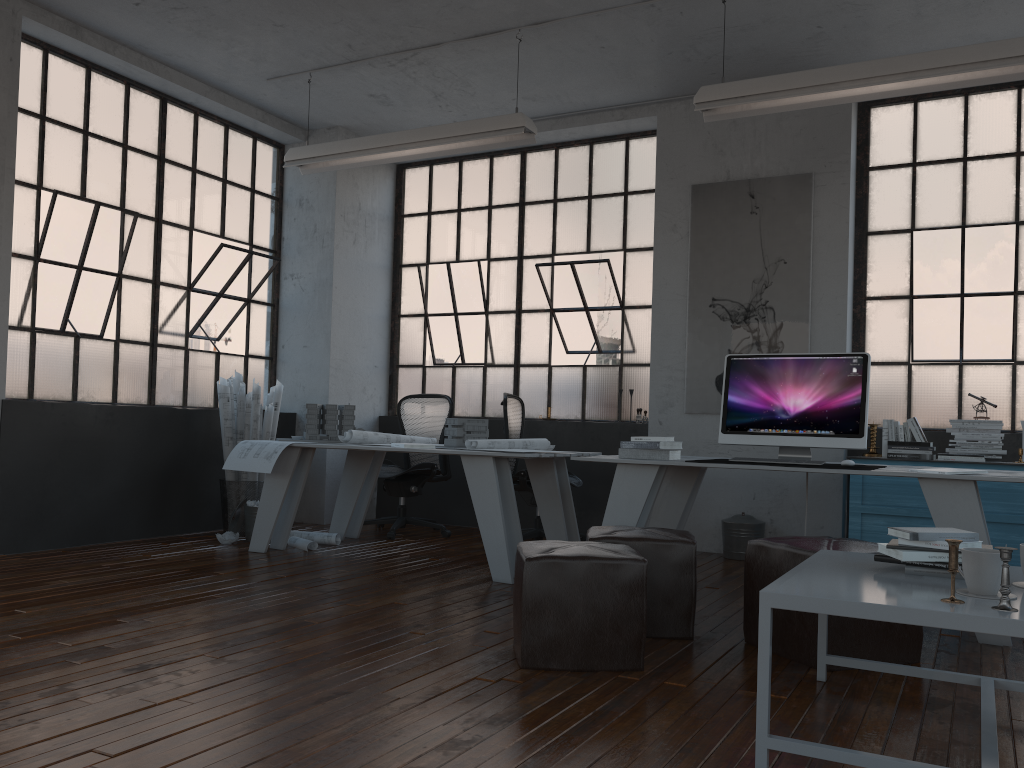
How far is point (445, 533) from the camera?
6.57m

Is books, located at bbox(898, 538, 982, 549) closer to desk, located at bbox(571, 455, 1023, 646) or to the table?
the table

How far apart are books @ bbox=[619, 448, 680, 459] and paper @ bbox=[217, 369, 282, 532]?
2.94m

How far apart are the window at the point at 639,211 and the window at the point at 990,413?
1.5m

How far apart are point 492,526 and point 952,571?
2.9m

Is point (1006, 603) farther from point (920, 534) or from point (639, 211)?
point (639, 211)

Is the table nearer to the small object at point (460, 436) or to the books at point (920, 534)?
the books at point (920, 534)

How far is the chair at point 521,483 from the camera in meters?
6.0

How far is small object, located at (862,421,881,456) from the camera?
5.8m

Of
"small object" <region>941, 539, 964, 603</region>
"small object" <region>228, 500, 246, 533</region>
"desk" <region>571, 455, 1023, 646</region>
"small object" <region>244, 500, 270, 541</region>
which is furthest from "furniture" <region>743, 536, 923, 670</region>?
"small object" <region>228, 500, 246, 533</region>
